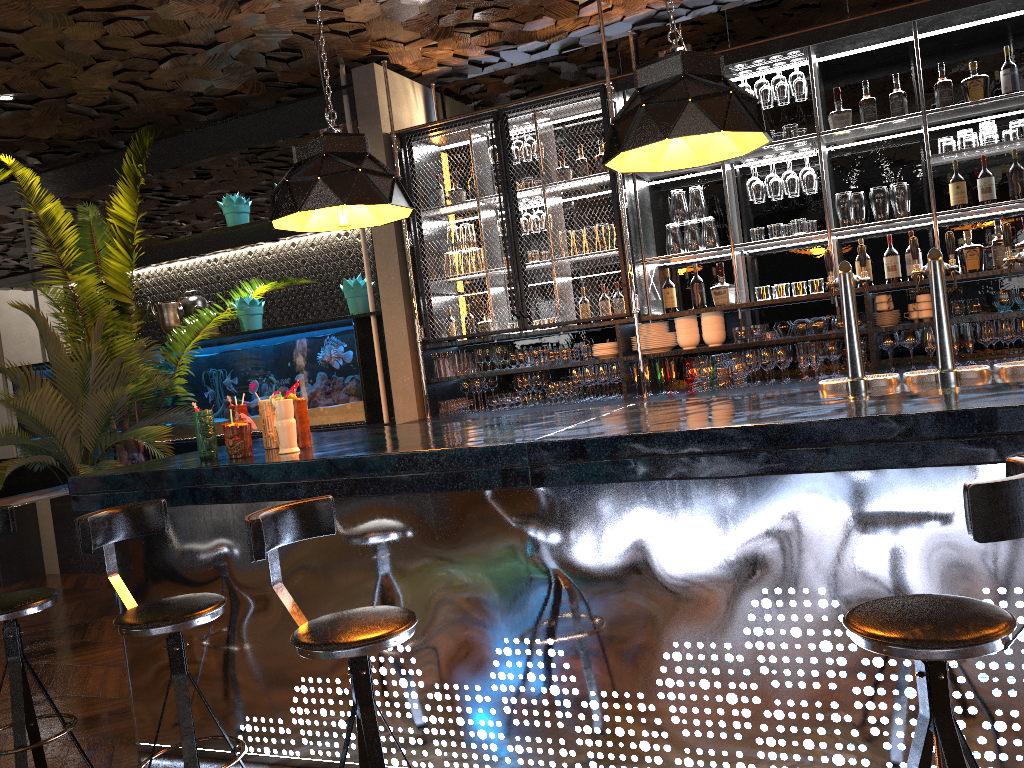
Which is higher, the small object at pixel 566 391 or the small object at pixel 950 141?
the small object at pixel 950 141

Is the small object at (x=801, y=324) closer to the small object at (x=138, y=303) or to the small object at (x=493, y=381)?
the small object at (x=493, y=381)

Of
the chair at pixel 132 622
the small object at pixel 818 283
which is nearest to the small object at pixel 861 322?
the small object at pixel 818 283

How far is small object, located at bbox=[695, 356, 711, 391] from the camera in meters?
5.5 m

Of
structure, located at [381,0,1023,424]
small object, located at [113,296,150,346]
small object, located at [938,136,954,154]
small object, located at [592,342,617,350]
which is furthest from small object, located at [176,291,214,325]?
small object, located at [938,136,954,154]

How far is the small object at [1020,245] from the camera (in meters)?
4.92

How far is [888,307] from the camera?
5.1 meters

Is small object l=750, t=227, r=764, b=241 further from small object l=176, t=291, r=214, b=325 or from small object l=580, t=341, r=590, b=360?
small object l=176, t=291, r=214, b=325

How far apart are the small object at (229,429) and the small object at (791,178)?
3.5m

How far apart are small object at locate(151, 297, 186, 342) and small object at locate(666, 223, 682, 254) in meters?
4.3 m
